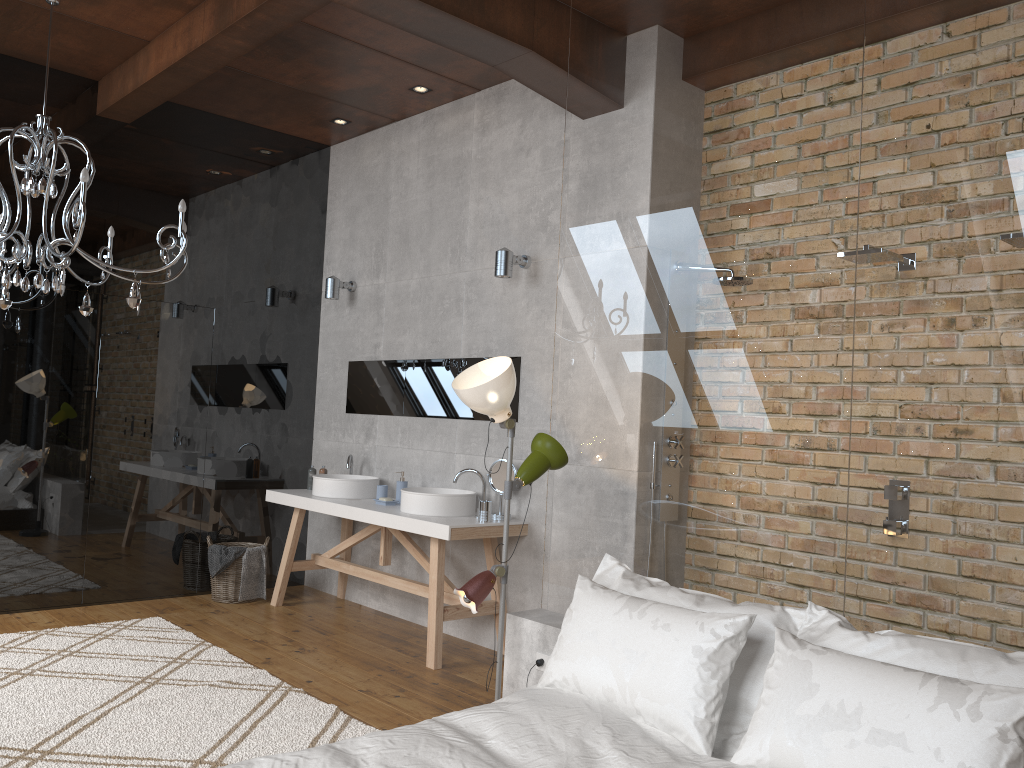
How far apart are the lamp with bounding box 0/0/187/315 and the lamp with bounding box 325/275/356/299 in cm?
154

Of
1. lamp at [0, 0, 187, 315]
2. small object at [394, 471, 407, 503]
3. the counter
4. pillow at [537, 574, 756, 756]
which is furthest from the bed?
small object at [394, 471, 407, 503]

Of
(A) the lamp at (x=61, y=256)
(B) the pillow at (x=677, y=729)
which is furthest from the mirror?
(B) the pillow at (x=677, y=729)

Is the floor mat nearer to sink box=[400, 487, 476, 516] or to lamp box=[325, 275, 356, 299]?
sink box=[400, 487, 476, 516]

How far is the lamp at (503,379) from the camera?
3.45m

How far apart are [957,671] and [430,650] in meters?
2.9 m

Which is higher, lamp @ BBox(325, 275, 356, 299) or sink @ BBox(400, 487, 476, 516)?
lamp @ BBox(325, 275, 356, 299)

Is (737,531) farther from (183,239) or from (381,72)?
(381,72)

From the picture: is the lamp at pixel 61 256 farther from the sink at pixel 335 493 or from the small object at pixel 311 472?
the small object at pixel 311 472

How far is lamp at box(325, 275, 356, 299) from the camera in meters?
6.3
